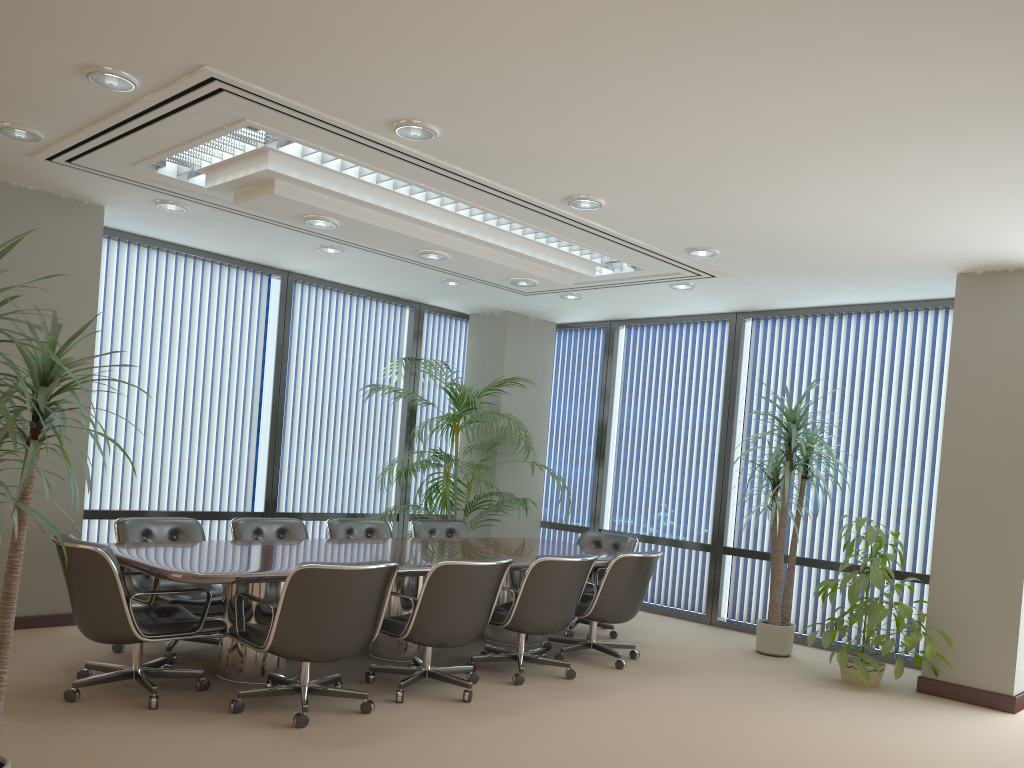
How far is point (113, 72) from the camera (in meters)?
4.05

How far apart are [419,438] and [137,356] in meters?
2.6 m

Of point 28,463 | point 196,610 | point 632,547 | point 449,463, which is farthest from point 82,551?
point 632,547

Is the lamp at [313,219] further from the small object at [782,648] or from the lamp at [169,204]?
the small object at [782,648]

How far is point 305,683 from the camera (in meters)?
4.70

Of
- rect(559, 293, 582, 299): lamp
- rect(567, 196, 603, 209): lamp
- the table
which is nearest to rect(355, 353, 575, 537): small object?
the table

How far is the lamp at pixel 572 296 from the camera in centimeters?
837cm

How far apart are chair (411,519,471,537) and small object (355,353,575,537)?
0.38m

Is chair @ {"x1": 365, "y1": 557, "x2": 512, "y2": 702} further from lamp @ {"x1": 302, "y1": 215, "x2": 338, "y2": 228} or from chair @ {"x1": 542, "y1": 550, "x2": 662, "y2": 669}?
lamp @ {"x1": 302, "y1": 215, "x2": 338, "y2": 228}

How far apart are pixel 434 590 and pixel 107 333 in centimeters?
403cm
